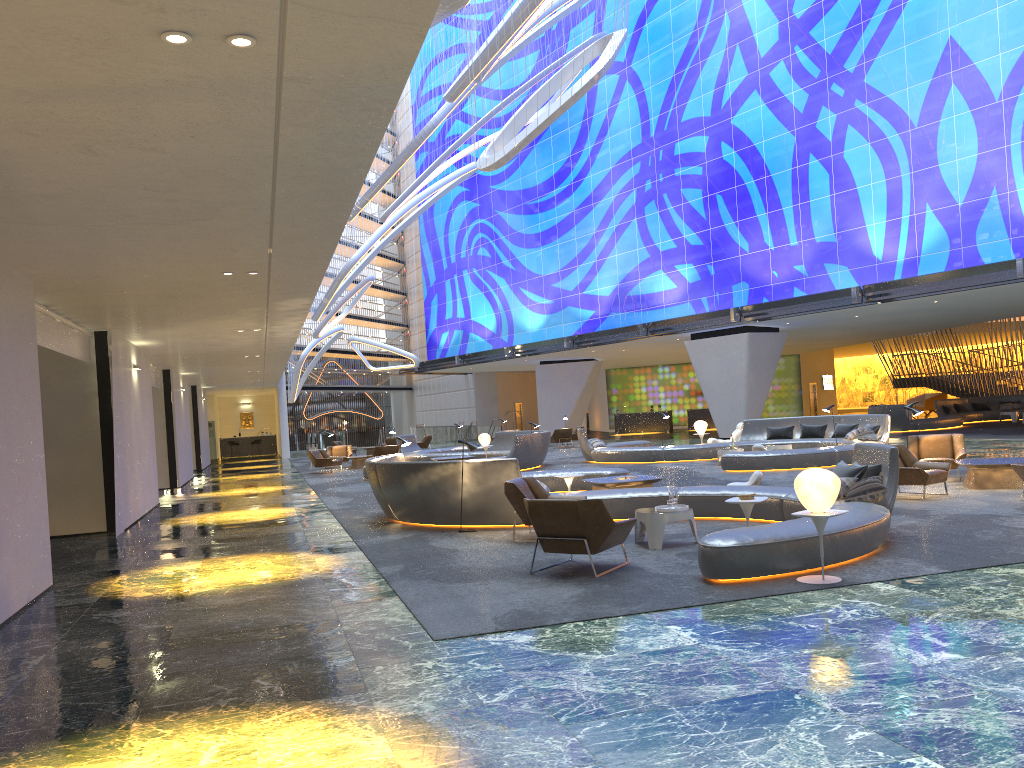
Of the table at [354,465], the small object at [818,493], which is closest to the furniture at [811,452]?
the table at [354,465]

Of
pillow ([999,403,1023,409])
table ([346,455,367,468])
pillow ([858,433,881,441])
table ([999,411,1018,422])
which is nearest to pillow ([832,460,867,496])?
pillow ([858,433,881,441])

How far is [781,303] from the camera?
29.3 meters

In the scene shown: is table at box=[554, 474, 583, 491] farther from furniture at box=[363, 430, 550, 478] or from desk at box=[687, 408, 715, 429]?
desk at box=[687, 408, 715, 429]

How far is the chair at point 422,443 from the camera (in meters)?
38.53

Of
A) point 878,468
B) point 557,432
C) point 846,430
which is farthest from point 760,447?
point 557,432

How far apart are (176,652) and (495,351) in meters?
37.9 m

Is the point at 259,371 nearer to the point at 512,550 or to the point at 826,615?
the point at 512,550

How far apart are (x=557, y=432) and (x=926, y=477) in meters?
23.2 m

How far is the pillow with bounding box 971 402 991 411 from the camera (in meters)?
35.55
